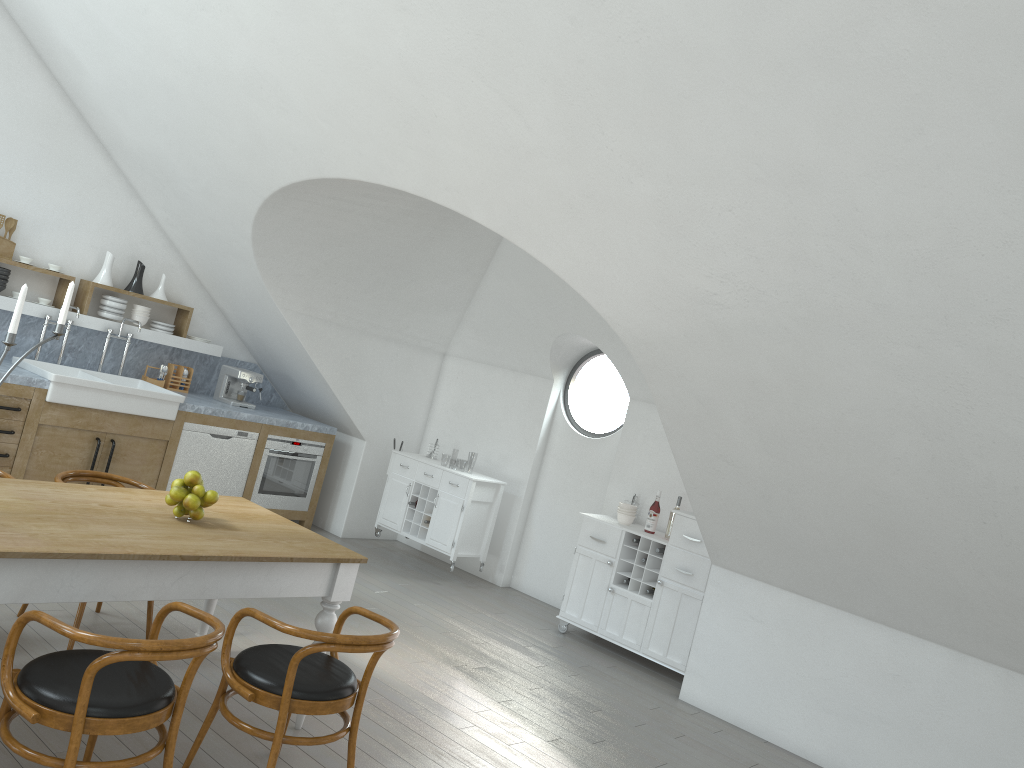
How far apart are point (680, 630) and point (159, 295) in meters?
4.9

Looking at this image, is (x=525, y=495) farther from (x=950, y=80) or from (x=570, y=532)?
(x=950, y=80)

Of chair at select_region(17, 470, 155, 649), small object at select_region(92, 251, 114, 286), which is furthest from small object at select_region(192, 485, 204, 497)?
small object at select_region(92, 251, 114, 286)

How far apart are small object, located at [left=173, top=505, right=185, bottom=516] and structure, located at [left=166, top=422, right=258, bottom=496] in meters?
3.4

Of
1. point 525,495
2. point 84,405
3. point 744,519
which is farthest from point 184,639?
point 525,495

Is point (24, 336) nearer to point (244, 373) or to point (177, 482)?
point (244, 373)

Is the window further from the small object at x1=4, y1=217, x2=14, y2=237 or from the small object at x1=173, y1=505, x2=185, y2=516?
the small object at x1=4, y1=217, x2=14, y2=237

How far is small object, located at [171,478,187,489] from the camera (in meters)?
3.77

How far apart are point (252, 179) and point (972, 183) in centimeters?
444cm

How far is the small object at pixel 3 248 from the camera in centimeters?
646cm
